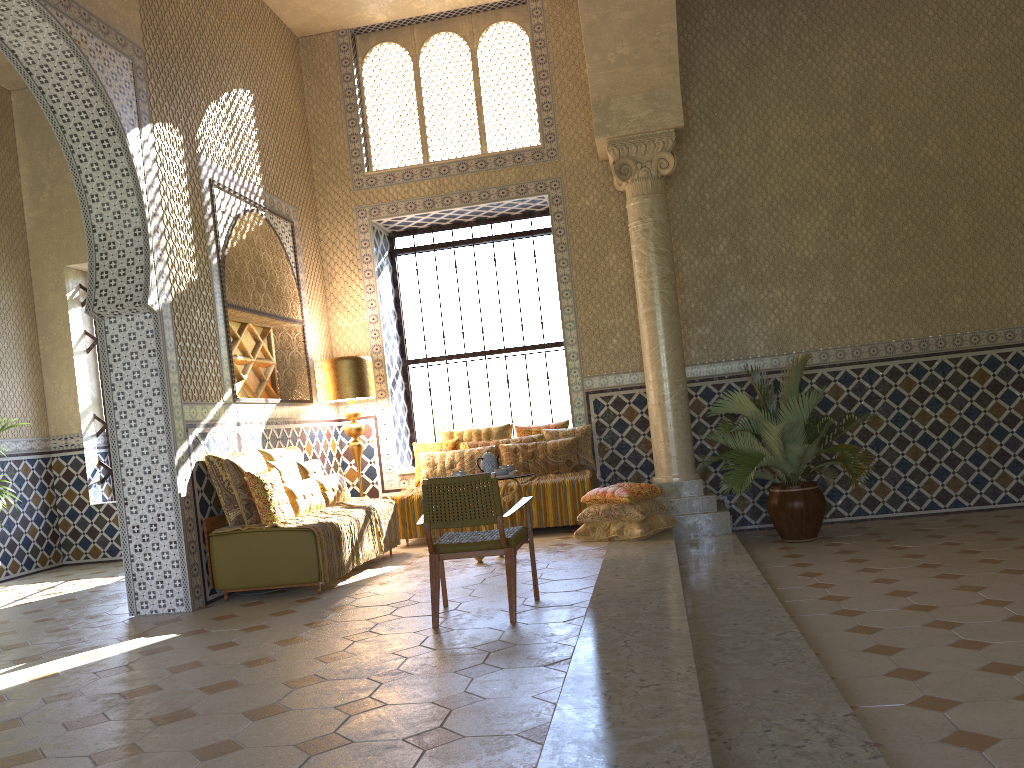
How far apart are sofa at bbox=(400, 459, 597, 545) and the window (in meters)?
2.87

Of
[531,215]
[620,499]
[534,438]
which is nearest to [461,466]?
[534,438]

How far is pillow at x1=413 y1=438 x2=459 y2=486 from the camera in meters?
13.3 m

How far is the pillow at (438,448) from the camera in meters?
13.3

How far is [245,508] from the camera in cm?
951

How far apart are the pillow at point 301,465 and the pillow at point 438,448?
2.1m

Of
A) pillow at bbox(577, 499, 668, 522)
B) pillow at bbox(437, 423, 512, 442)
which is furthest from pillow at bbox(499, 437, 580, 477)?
pillow at bbox(577, 499, 668, 522)

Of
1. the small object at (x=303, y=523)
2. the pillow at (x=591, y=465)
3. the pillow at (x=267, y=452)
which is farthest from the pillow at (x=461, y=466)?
the pillow at (x=267, y=452)

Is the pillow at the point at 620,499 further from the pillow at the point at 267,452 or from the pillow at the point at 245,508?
the pillow at the point at 245,508

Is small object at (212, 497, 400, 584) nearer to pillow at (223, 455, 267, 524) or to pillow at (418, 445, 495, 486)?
pillow at (223, 455, 267, 524)
